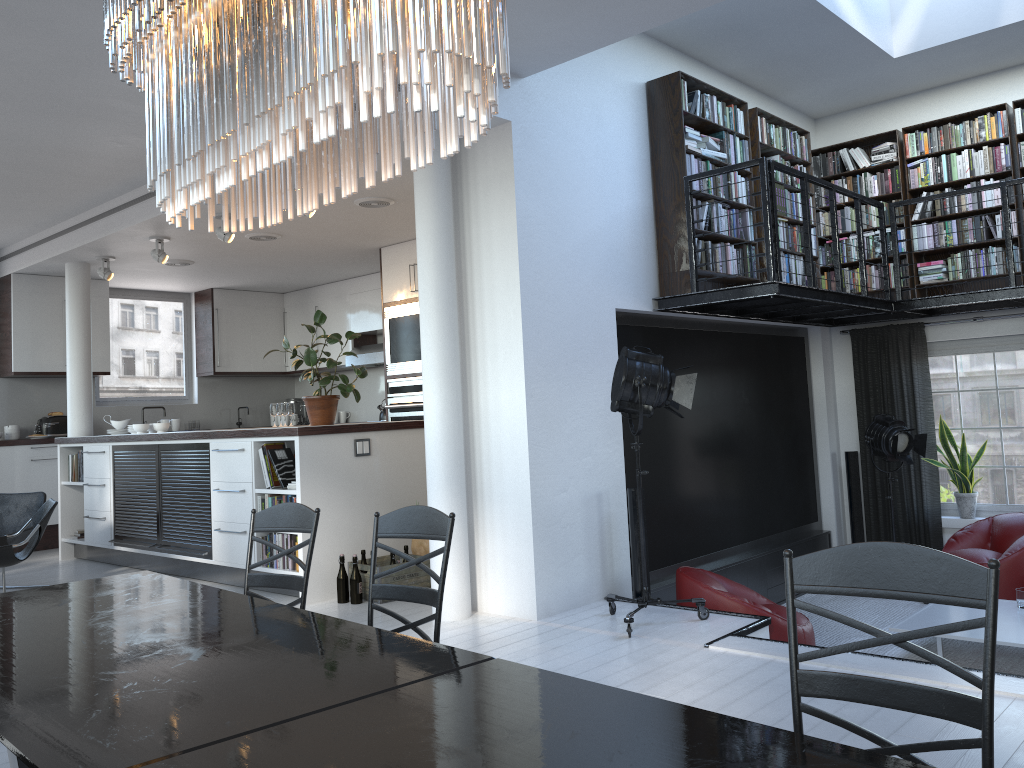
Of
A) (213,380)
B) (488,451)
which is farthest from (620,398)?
(213,380)

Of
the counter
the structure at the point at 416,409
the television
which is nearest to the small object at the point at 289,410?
the structure at the point at 416,409

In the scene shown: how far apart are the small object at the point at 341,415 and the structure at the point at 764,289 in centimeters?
610cm

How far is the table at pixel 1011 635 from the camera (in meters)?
5.46

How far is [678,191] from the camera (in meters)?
6.33

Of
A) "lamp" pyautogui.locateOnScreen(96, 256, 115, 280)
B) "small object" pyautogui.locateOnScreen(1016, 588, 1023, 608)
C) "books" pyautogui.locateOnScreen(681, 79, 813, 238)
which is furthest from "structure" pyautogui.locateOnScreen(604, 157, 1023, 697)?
"lamp" pyautogui.locateOnScreen(96, 256, 115, 280)

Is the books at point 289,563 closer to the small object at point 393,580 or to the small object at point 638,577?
the small object at point 393,580

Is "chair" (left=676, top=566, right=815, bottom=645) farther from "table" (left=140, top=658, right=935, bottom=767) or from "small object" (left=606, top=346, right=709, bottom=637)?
"table" (left=140, top=658, right=935, bottom=767)

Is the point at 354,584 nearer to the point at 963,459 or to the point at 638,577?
the point at 638,577

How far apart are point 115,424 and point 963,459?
8.13m
